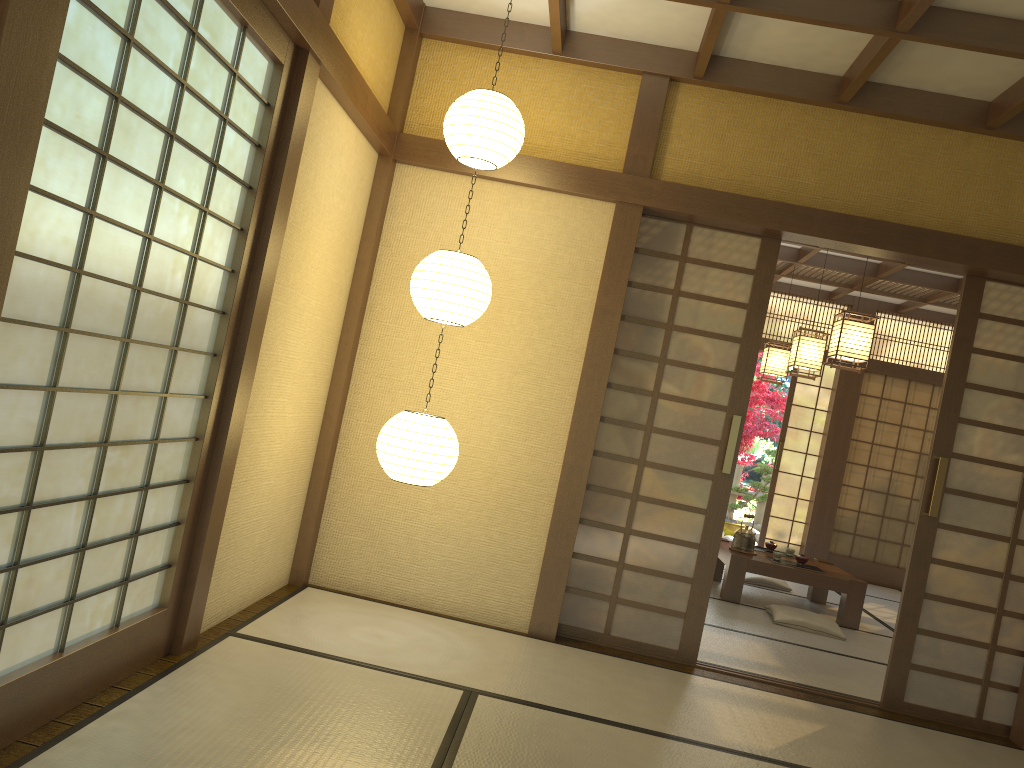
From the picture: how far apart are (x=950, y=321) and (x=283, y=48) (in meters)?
8.43

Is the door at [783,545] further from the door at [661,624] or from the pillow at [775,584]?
the door at [661,624]

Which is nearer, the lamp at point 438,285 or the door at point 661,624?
the lamp at point 438,285

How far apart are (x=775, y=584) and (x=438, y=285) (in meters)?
5.16

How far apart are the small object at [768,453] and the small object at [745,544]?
4.7m

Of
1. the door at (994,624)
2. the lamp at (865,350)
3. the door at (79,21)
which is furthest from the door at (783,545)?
the door at (79,21)

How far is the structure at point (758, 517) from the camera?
12.3m

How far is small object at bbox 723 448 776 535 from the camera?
11.5m

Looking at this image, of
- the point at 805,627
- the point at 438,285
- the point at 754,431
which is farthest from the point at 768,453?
the point at 438,285

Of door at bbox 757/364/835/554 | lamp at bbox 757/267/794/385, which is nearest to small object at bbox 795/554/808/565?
lamp at bbox 757/267/794/385
